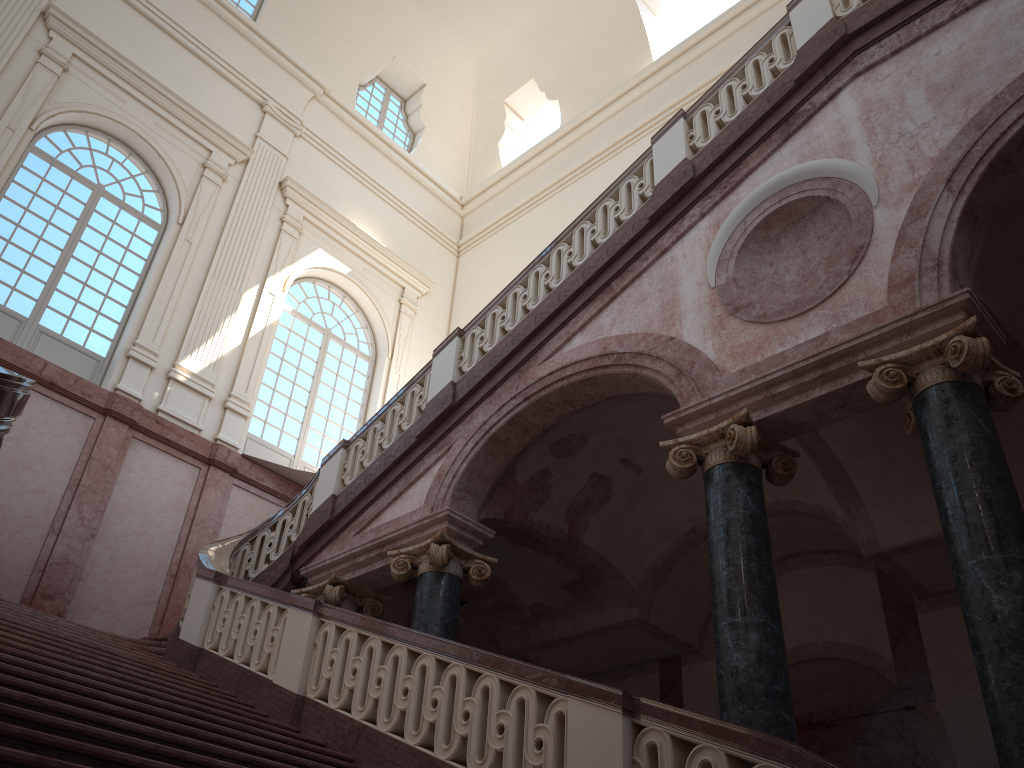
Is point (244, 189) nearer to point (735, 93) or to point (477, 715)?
point (735, 93)

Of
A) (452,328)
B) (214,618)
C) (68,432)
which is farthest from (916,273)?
(452,328)
